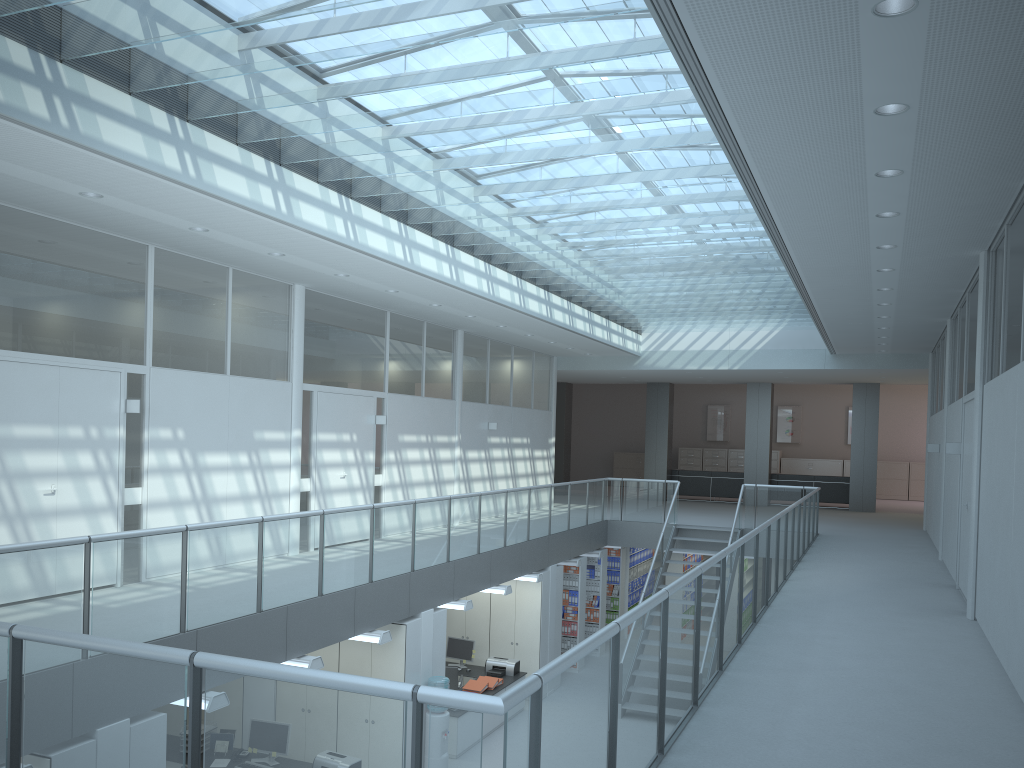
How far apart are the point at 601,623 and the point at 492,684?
4.3m

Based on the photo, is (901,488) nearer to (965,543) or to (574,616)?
(574,616)

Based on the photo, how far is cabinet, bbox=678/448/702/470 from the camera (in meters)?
25.57

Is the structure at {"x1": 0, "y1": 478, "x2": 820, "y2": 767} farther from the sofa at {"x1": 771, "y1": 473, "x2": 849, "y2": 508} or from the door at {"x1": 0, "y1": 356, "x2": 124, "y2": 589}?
the sofa at {"x1": 771, "y1": 473, "x2": 849, "y2": 508}

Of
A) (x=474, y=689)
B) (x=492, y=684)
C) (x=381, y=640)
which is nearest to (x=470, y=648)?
(x=492, y=684)

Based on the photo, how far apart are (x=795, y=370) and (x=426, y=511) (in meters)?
9.70

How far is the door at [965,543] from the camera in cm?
829

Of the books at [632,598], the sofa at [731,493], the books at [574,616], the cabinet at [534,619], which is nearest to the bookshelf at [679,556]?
the books at [632,598]

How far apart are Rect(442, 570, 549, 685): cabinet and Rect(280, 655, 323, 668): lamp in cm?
546

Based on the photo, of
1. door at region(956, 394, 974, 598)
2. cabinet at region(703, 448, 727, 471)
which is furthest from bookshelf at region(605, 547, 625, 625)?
cabinet at region(703, 448, 727, 471)
